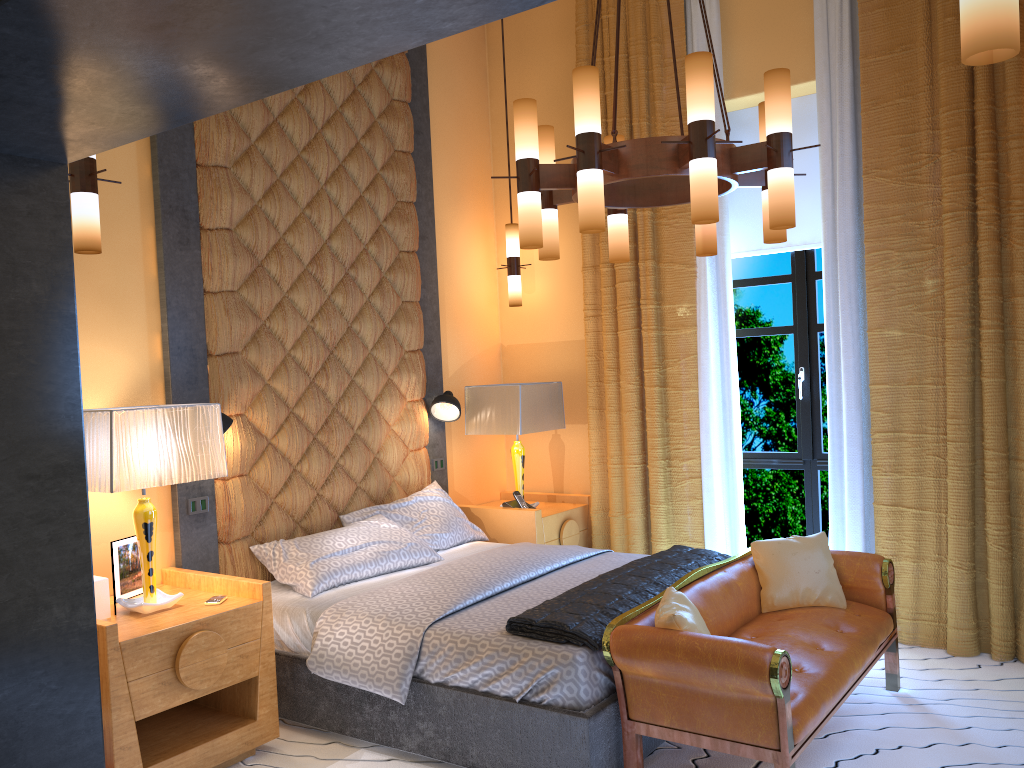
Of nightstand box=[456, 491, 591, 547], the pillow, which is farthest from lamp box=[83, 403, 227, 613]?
nightstand box=[456, 491, 591, 547]

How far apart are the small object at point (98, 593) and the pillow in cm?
207

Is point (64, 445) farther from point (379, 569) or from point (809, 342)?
point (809, 342)

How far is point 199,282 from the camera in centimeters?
410cm

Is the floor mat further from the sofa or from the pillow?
the pillow

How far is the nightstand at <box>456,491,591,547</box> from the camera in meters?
5.2 m

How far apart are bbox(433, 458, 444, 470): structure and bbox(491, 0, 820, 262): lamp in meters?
2.1 m

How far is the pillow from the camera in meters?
3.1

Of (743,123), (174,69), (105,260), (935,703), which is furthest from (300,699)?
(743,123)

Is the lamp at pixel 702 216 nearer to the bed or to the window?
the bed
